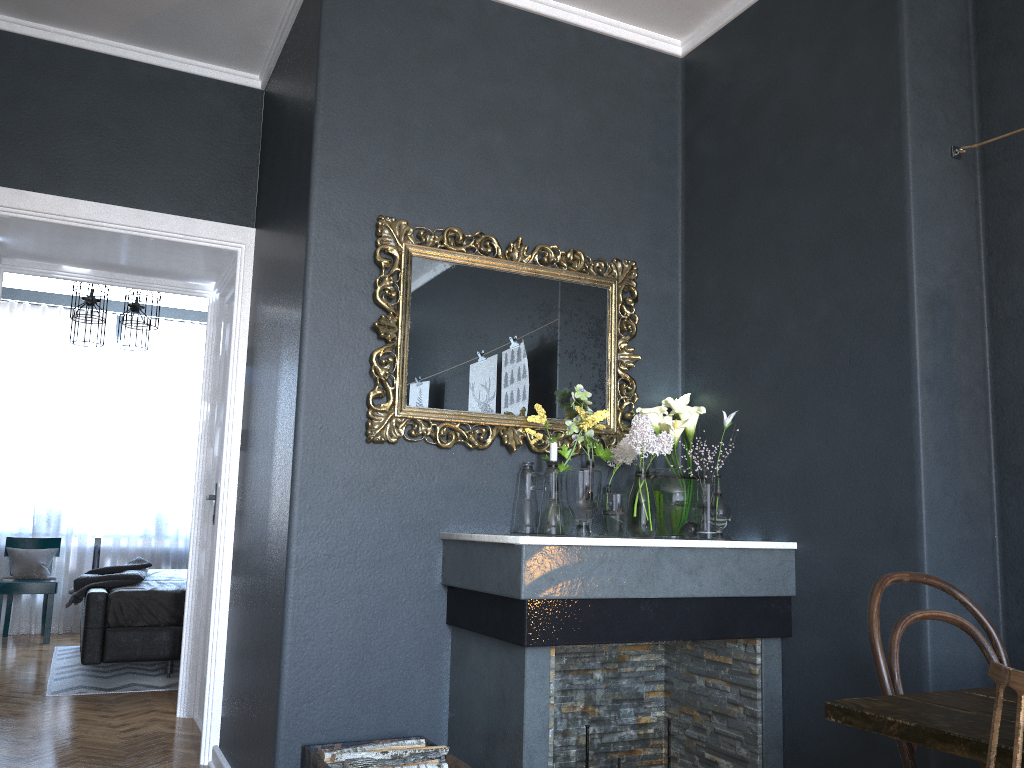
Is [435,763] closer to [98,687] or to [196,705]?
[196,705]

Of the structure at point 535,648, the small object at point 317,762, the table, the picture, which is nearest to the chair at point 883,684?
the table

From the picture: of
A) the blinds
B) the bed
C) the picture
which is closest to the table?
the picture

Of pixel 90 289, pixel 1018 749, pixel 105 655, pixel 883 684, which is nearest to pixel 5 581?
pixel 105 655

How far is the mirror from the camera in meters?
3.0

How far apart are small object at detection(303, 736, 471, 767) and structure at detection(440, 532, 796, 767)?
0.1 meters

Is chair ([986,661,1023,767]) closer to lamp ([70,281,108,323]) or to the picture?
the picture

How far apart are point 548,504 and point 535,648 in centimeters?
59cm

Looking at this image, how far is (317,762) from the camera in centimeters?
251cm

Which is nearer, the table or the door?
the table
